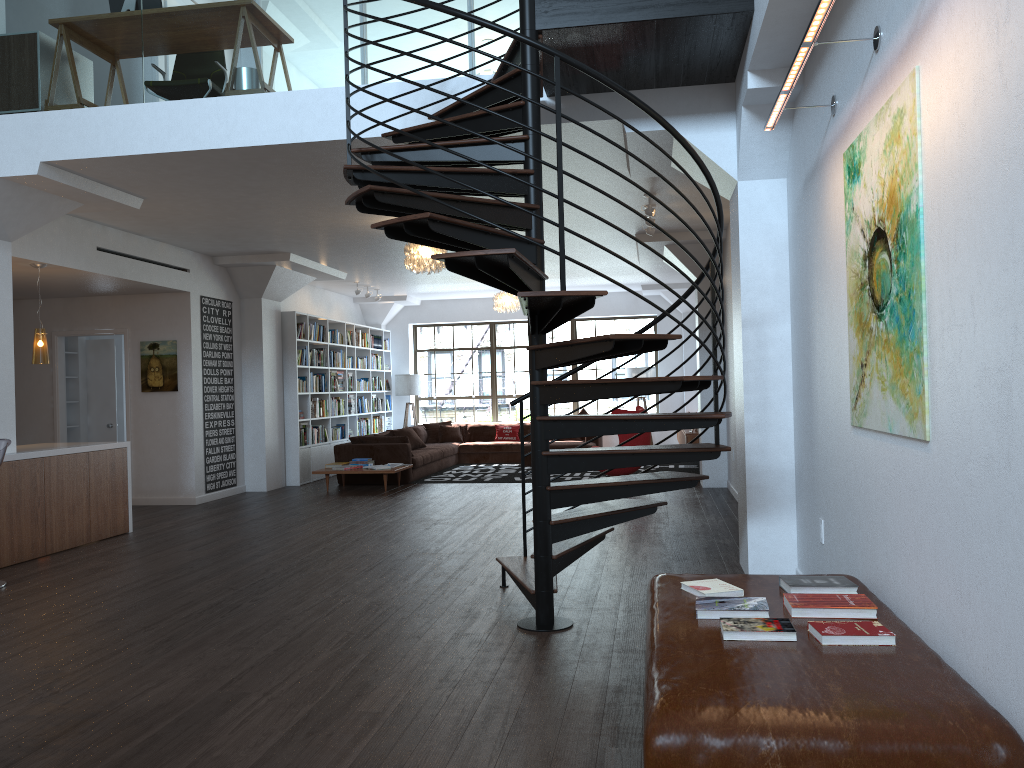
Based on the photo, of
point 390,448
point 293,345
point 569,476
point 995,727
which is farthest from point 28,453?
point 569,476

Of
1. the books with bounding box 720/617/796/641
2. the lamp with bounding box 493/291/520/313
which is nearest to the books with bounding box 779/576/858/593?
the books with bounding box 720/617/796/641

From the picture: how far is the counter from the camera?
7.0m

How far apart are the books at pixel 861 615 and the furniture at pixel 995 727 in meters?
0.0 m

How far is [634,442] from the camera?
10.79m

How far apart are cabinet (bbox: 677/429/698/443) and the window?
2.8 meters

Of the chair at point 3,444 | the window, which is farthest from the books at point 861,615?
the window

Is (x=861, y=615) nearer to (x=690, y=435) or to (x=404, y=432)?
(x=690, y=435)

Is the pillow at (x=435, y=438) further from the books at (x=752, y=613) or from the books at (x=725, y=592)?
the books at (x=752, y=613)

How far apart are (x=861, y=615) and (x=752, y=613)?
0.37m
